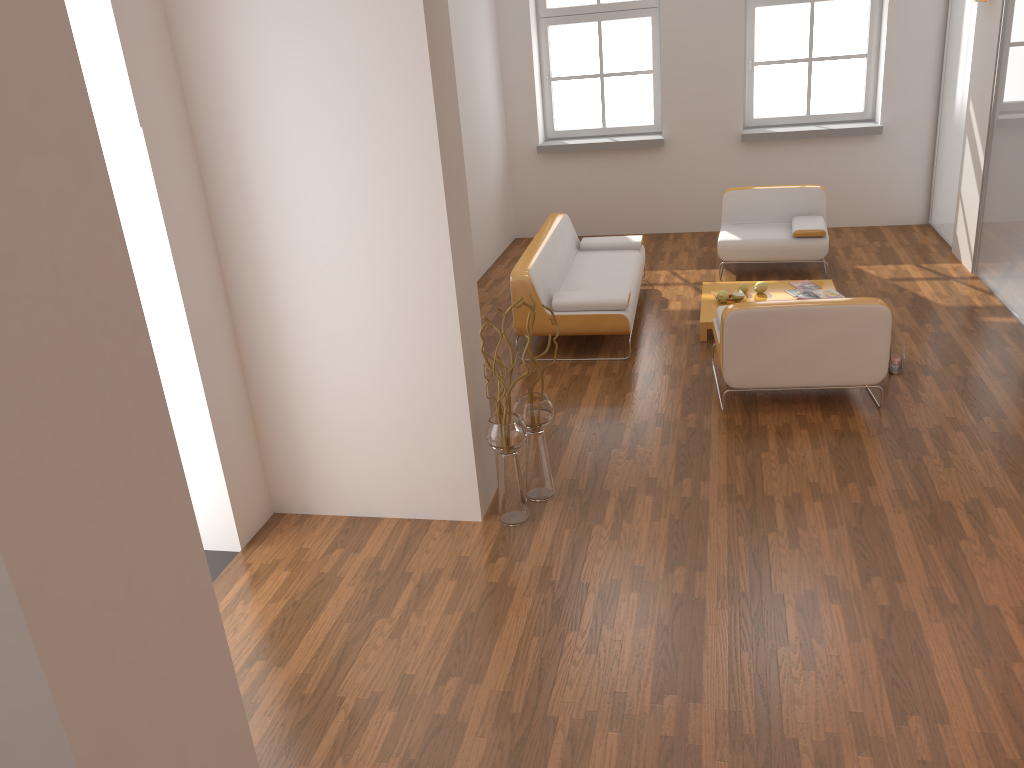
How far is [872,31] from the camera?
8.69m

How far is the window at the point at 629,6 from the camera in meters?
9.1

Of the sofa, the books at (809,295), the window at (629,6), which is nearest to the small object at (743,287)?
the books at (809,295)

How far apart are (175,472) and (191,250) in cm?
223

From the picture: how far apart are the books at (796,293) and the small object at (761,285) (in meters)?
0.22

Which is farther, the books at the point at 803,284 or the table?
the books at the point at 803,284

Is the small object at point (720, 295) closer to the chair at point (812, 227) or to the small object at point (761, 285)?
the small object at point (761, 285)

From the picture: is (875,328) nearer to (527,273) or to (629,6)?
(527,273)

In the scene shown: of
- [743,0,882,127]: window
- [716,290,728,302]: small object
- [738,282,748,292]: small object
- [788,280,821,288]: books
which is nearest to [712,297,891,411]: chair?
[716,290,728,302]: small object

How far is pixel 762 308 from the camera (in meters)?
4.96
